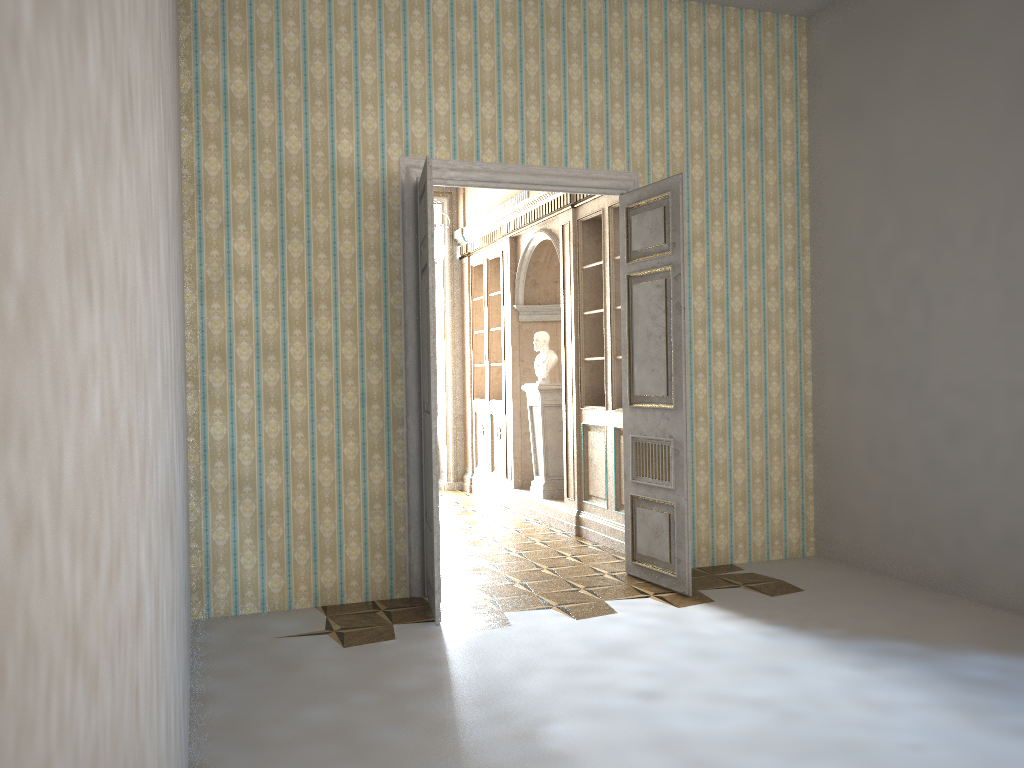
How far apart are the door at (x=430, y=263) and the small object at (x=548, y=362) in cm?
312

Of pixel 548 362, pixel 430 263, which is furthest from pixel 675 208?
pixel 548 362

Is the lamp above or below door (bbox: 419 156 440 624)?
above

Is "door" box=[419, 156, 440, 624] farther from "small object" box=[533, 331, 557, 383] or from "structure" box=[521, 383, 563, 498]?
"small object" box=[533, 331, 557, 383]

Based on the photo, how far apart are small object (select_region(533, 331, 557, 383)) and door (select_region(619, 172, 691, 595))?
2.4m

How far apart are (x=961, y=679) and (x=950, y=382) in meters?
2.1 m

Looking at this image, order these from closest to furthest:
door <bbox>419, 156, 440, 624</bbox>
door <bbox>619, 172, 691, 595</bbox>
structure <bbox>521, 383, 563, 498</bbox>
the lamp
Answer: door <bbox>419, 156, 440, 624</bbox> → door <bbox>619, 172, 691, 595</bbox> → the lamp → structure <bbox>521, 383, 563, 498</bbox>

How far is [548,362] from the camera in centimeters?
858cm

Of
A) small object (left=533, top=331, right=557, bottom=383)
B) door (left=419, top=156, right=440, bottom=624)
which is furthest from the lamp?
door (left=419, top=156, right=440, bottom=624)

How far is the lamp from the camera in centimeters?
829cm
